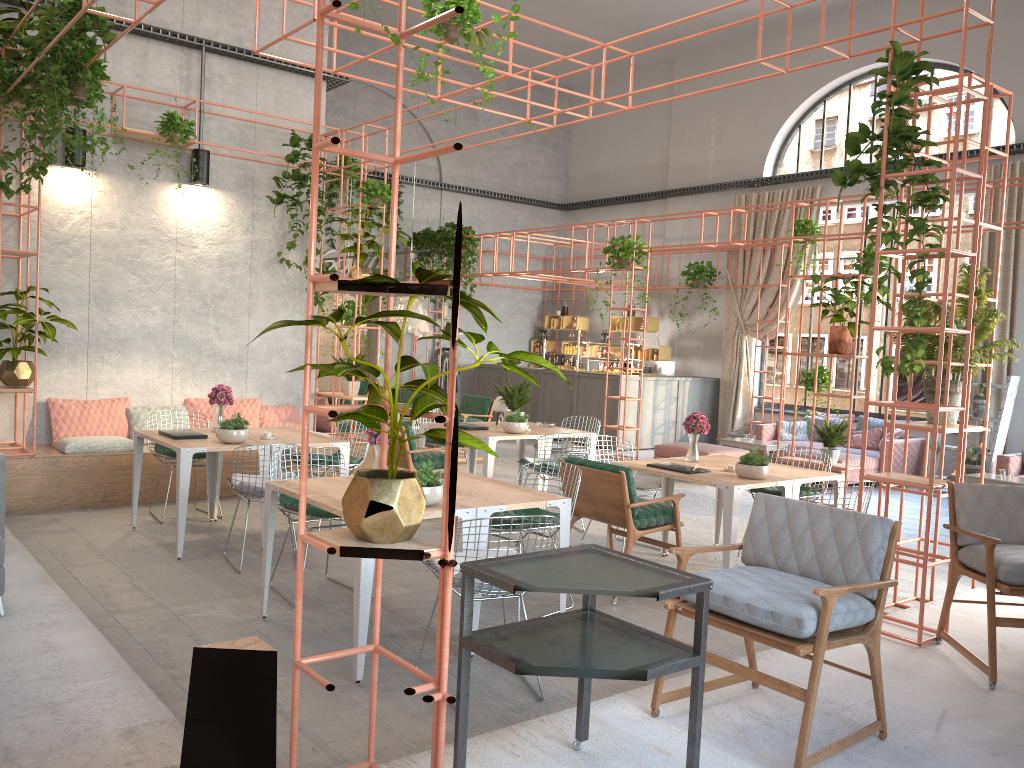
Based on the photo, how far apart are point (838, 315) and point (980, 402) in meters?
3.3 m

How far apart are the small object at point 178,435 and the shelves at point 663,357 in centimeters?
1050cm

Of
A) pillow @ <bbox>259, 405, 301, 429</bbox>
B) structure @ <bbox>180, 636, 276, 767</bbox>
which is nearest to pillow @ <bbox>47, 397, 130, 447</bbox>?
pillow @ <bbox>259, 405, 301, 429</bbox>

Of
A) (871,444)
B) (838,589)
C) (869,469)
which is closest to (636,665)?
(838,589)

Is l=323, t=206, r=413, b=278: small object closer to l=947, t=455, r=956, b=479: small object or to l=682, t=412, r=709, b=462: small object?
l=682, t=412, r=709, b=462: small object

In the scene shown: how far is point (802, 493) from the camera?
7.26m

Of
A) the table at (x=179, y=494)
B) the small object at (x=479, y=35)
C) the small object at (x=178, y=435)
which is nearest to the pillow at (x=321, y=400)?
the table at (x=179, y=494)

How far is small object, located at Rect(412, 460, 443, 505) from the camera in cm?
469

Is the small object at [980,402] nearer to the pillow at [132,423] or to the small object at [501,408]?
the small object at [501,408]

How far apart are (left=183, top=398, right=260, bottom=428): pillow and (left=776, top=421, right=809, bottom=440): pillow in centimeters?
783cm
